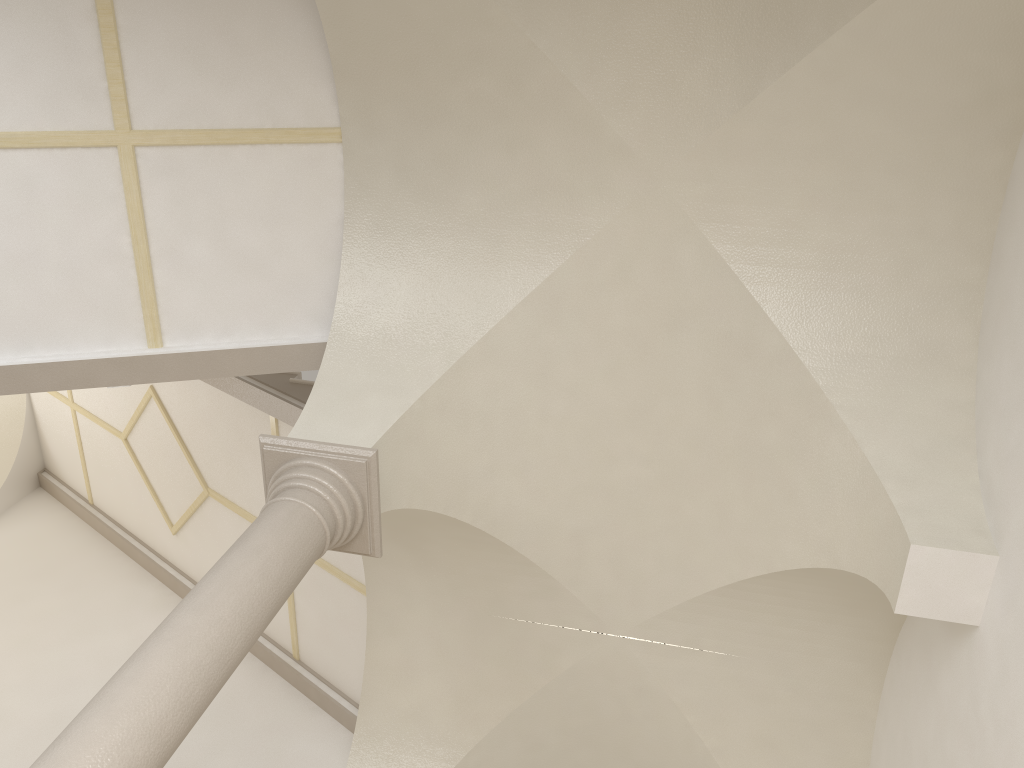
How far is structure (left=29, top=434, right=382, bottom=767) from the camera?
3.2 meters

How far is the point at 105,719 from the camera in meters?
3.2

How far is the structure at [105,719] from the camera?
3.2m
